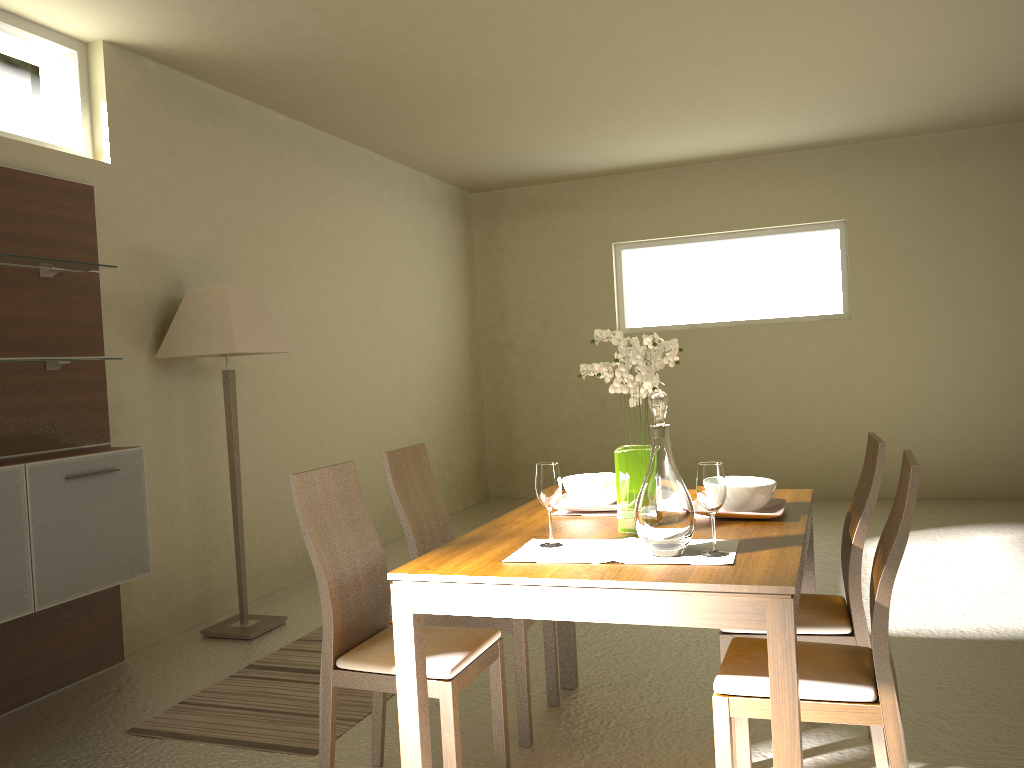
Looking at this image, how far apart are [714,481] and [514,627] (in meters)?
1.11

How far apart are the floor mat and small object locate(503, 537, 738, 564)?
1.23m

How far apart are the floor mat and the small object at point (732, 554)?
1.23m

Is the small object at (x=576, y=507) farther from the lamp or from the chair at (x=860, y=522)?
the lamp

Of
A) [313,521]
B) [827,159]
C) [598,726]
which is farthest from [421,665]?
[827,159]

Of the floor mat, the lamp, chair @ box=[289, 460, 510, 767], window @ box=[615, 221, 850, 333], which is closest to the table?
chair @ box=[289, 460, 510, 767]

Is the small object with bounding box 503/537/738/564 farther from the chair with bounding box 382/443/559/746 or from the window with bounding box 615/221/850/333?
the window with bounding box 615/221/850/333

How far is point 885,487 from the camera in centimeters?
747cm

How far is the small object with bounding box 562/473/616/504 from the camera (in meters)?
2.95

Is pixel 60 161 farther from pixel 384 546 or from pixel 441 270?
pixel 441 270
